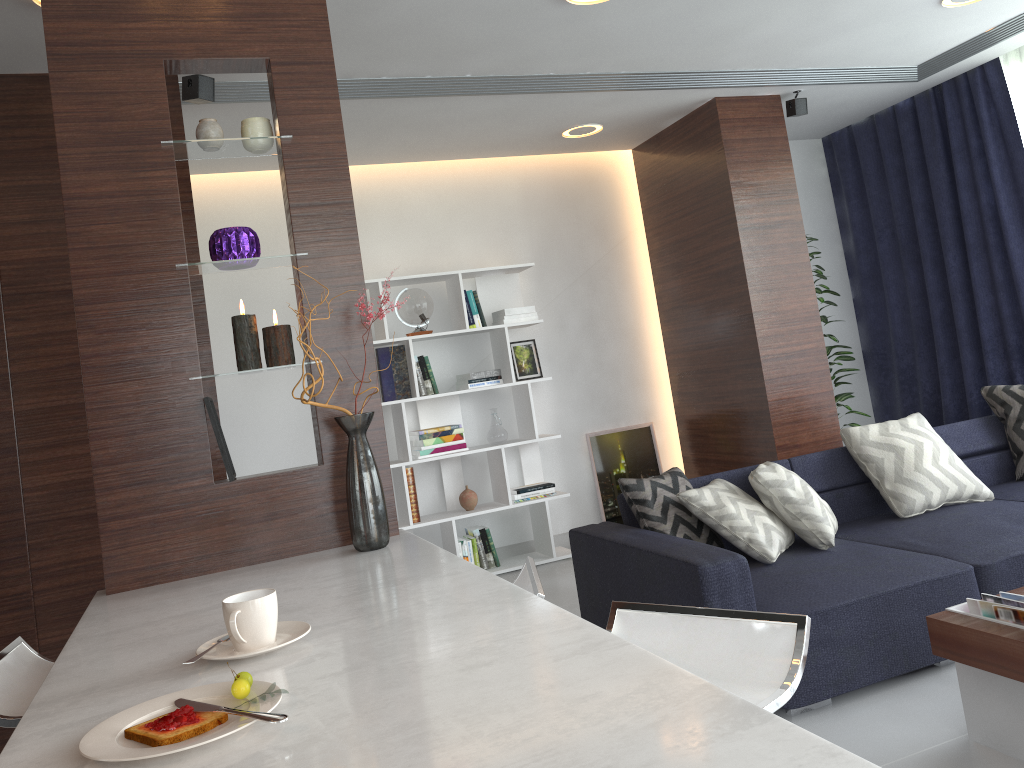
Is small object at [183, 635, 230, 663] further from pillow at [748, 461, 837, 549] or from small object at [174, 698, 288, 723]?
pillow at [748, 461, 837, 549]

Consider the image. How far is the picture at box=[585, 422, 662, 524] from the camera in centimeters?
584cm

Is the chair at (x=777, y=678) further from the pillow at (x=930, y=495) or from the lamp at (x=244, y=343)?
the pillow at (x=930, y=495)

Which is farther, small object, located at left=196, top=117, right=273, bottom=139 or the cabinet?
small object, located at left=196, top=117, right=273, bottom=139

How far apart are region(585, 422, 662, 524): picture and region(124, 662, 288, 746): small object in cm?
471

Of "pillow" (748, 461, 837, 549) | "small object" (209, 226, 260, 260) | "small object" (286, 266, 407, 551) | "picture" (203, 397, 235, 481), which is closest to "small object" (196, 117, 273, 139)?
"small object" (209, 226, 260, 260)

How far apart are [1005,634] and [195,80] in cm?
328

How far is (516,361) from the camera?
5.69m

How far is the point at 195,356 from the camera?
2.3m

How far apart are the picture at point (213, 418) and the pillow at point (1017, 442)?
3.6 meters
